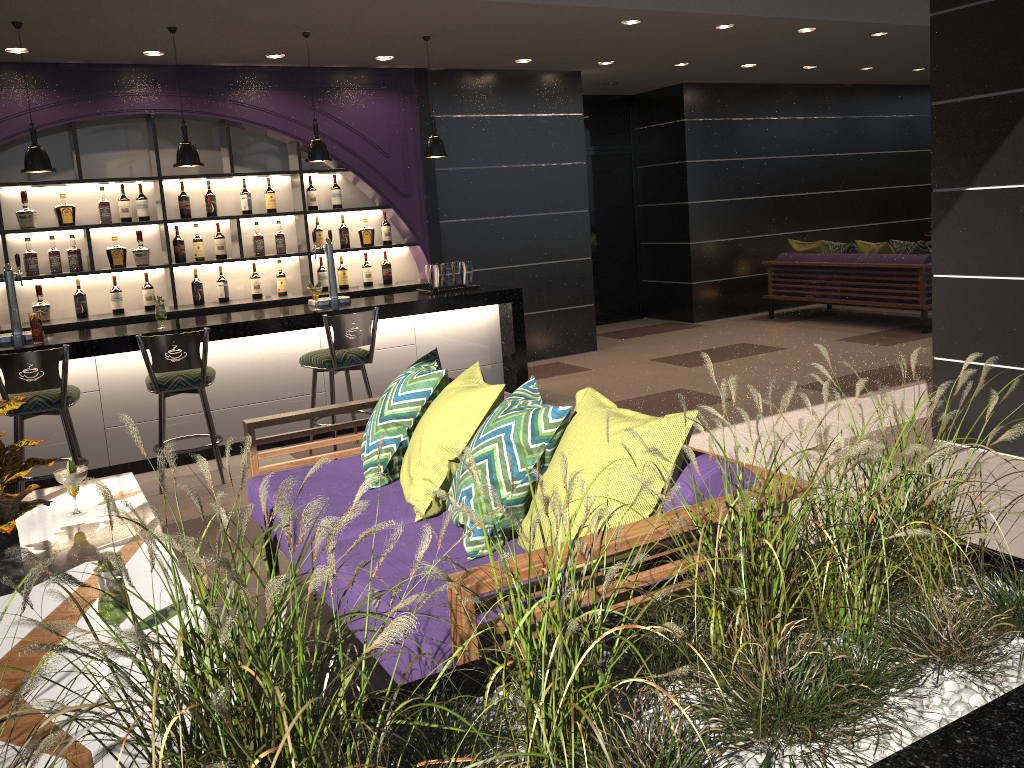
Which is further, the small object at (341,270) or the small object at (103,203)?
the small object at (341,270)

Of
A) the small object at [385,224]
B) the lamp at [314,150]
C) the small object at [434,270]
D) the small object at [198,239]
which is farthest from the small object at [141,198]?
the small object at [434,270]

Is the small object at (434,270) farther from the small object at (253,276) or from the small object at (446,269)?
the small object at (253,276)

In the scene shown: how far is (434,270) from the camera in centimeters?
661cm

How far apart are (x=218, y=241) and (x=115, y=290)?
0.9m

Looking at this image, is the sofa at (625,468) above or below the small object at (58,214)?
below

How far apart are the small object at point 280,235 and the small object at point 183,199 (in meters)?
0.73

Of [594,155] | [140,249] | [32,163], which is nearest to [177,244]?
[140,249]

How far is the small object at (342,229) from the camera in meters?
7.5 m

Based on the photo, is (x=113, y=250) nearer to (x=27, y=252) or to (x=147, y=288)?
(x=147, y=288)
